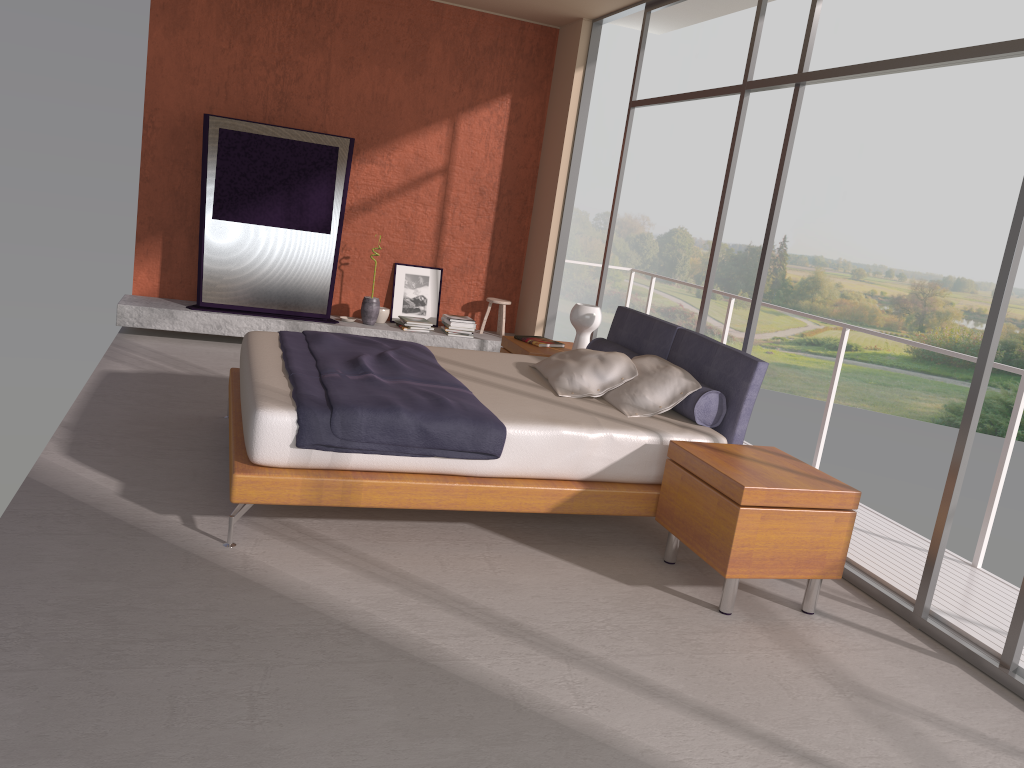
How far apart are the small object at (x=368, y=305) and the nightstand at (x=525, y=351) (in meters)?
1.88

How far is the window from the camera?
3.44m

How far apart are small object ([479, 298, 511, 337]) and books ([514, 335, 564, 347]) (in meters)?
1.97

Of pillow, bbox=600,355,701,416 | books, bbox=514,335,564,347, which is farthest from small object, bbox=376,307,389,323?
pillow, bbox=600,355,701,416

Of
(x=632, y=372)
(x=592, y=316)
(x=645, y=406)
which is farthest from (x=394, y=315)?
(x=645, y=406)

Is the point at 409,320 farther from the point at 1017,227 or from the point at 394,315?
the point at 1017,227

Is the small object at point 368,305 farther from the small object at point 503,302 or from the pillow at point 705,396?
the pillow at point 705,396

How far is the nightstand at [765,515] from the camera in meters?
3.5 m

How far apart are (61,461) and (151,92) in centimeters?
424cm

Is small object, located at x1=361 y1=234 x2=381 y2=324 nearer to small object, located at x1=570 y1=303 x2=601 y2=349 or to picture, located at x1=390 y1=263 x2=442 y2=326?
picture, located at x1=390 y1=263 x2=442 y2=326
